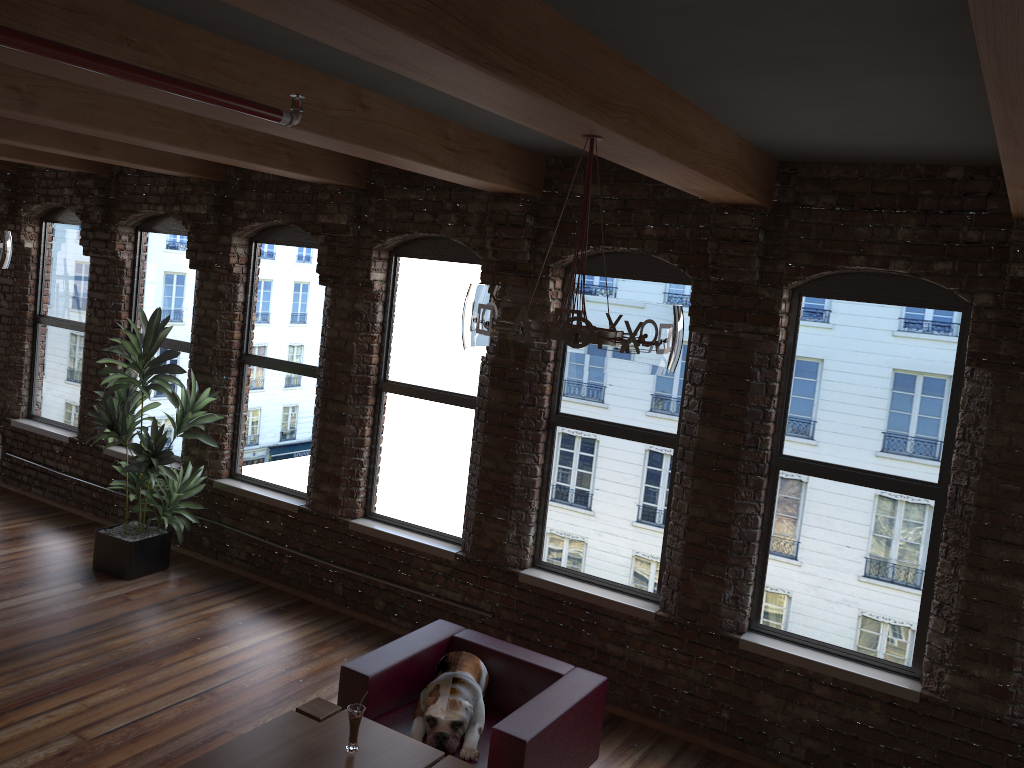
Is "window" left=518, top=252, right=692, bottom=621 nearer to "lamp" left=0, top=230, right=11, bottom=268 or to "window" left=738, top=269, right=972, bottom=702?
"window" left=738, top=269, right=972, bottom=702

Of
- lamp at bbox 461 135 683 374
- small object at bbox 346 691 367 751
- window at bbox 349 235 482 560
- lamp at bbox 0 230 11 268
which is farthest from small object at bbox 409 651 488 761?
lamp at bbox 0 230 11 268

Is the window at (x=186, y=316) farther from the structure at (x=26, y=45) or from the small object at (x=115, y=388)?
the structure at (x=26, y=45)

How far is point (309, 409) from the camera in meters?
7.0

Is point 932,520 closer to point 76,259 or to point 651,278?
point 651,278

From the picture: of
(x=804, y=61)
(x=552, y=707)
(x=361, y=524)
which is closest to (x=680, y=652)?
(x=552, y=707)

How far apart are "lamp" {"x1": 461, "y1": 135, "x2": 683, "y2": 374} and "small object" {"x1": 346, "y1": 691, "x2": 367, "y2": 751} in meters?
1.7 m

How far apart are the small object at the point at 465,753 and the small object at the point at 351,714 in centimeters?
48cm

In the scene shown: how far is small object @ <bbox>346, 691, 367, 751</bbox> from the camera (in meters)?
3.74

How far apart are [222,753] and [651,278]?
3.5m
